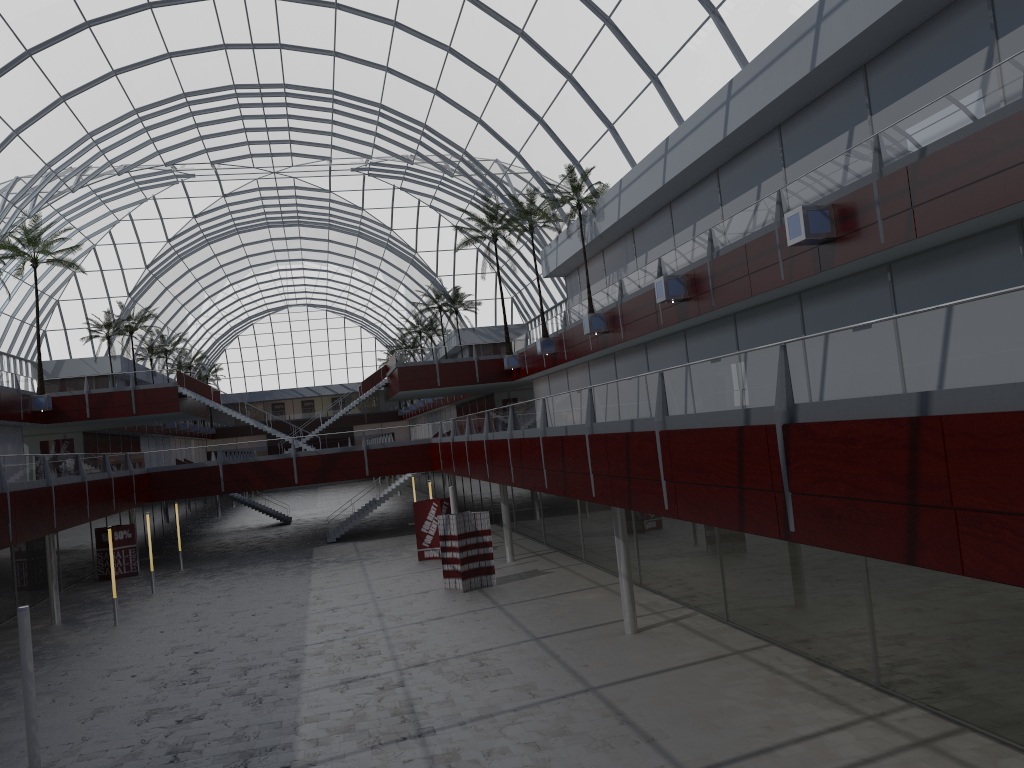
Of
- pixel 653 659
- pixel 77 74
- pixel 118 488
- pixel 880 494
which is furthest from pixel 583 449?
pixel 77 74
